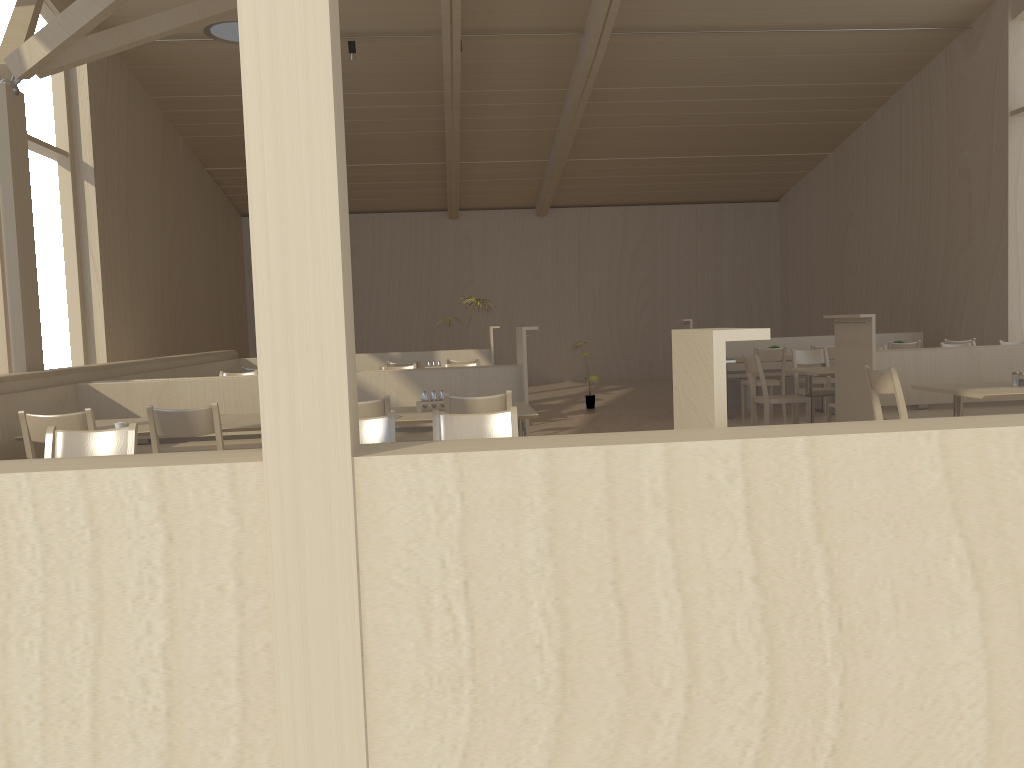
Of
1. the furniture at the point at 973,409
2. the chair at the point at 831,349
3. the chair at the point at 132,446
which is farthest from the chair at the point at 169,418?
the chair at the point at 831,349

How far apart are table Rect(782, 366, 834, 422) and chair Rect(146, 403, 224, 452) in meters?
4.9 m

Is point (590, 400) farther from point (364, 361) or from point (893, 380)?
point (893, 380)

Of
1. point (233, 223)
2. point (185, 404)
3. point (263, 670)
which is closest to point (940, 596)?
point (263, 670)

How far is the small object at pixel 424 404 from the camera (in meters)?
5.10

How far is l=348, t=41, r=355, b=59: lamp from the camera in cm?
986

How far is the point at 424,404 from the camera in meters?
5.1

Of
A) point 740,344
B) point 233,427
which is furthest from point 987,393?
point 740,344

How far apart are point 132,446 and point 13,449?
2.13m

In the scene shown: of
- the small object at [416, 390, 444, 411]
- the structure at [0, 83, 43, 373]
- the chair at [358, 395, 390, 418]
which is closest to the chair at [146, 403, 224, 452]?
the chair at [358, 395, 390, 418]
